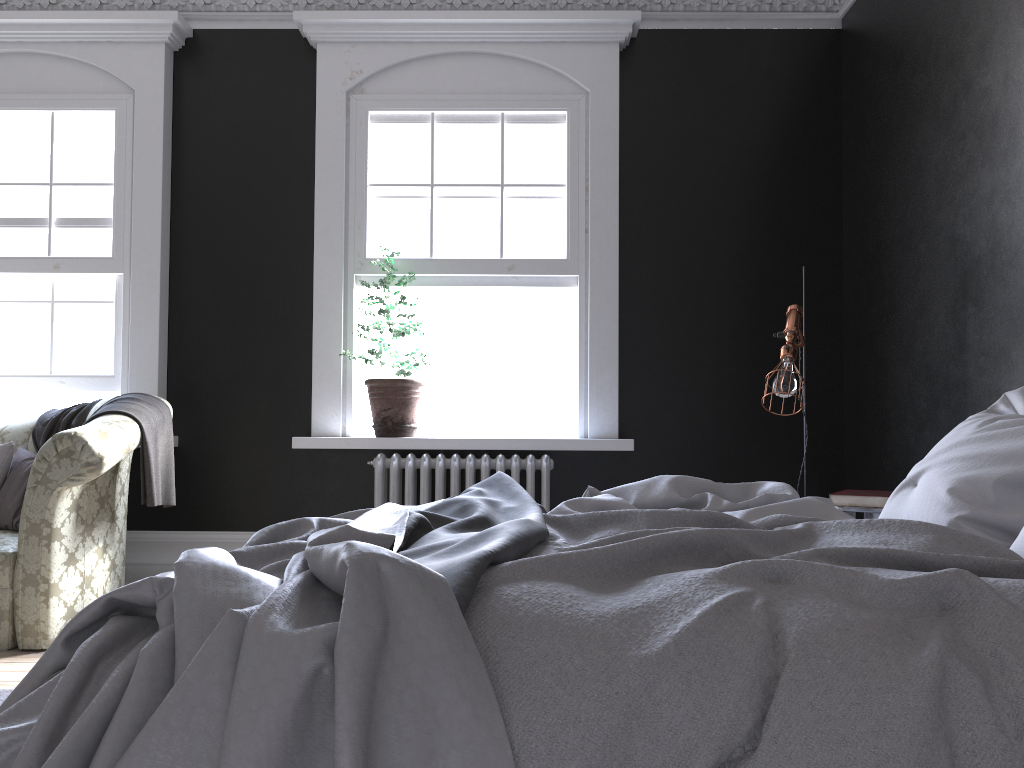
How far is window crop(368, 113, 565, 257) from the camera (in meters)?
5.42

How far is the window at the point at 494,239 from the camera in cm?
542

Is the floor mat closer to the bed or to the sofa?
the sofa

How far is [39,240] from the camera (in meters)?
5.46

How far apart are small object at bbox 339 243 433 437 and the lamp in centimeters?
207cm

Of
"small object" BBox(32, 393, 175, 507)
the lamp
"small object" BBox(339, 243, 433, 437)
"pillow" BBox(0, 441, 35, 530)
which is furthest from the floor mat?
the lamp

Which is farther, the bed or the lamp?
the lamp

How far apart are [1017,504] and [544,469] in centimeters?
293cm

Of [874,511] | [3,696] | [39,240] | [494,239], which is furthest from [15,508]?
[874,511]

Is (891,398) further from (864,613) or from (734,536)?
(864,613)
